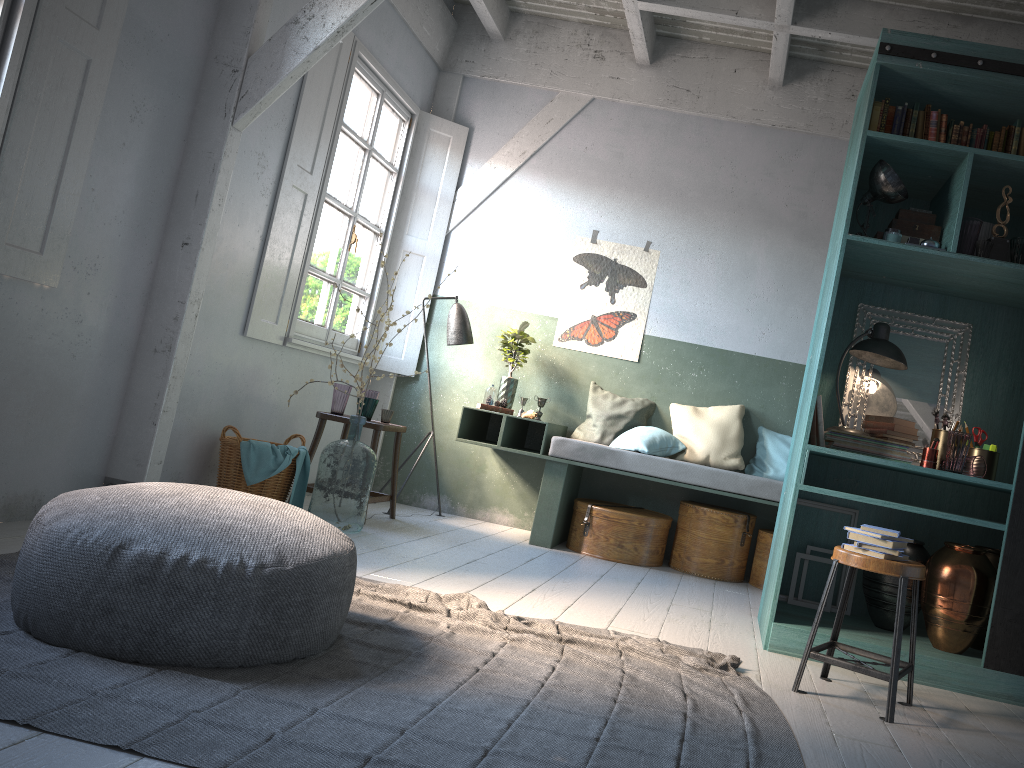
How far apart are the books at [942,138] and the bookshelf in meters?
0.1

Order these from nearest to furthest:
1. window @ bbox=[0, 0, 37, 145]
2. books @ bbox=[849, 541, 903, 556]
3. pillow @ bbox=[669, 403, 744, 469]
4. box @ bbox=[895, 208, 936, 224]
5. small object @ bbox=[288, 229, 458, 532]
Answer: books @ bbox=[849, 541, 903, 556]
window @ bbox=[0, 0, 37, 145]
box @ bbox=[895, 208, 936, 224]
small object @ bbox=[288, 229, 458, 532]
pillow @ bbox=[669, 403, 744, 469]

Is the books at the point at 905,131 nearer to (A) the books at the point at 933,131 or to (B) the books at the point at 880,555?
(A) the books at the point at 933,131

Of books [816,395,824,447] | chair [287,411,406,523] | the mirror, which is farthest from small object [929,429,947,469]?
chair [287,411,406,523]

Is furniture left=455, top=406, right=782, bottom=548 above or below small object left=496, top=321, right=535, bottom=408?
below

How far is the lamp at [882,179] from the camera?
4.4 meters

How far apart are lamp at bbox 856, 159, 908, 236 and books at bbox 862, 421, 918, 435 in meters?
1.1

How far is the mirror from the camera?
4.96m

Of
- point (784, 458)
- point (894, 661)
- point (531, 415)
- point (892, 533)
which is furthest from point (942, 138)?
point (531, 415)

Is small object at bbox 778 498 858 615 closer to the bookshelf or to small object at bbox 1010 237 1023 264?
the bookshelf
